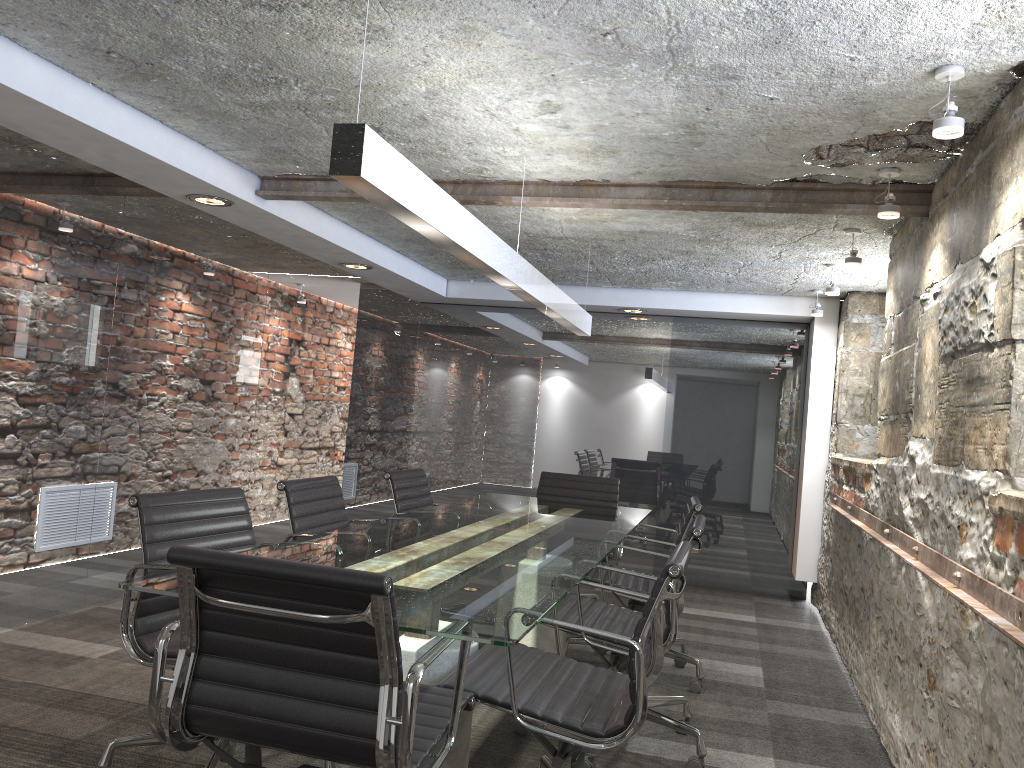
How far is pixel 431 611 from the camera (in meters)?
1.94

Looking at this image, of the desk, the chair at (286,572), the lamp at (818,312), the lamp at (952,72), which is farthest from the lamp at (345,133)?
Result: the lamp at (818,312)

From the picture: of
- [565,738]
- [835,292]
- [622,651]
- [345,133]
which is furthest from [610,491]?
[345,133]

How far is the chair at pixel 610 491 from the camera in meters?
5.2 m

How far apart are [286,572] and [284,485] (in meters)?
1.67

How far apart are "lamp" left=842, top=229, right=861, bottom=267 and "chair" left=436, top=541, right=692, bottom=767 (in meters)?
2.21

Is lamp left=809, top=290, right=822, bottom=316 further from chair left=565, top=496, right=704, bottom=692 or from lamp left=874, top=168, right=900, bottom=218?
lamp left=874, top=168, right=900, bottom=218

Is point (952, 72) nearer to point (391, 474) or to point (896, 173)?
point (896, 173)

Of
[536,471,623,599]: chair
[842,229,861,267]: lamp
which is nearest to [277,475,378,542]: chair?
[536,471,623,599]: chair

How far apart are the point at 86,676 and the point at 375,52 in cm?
261
